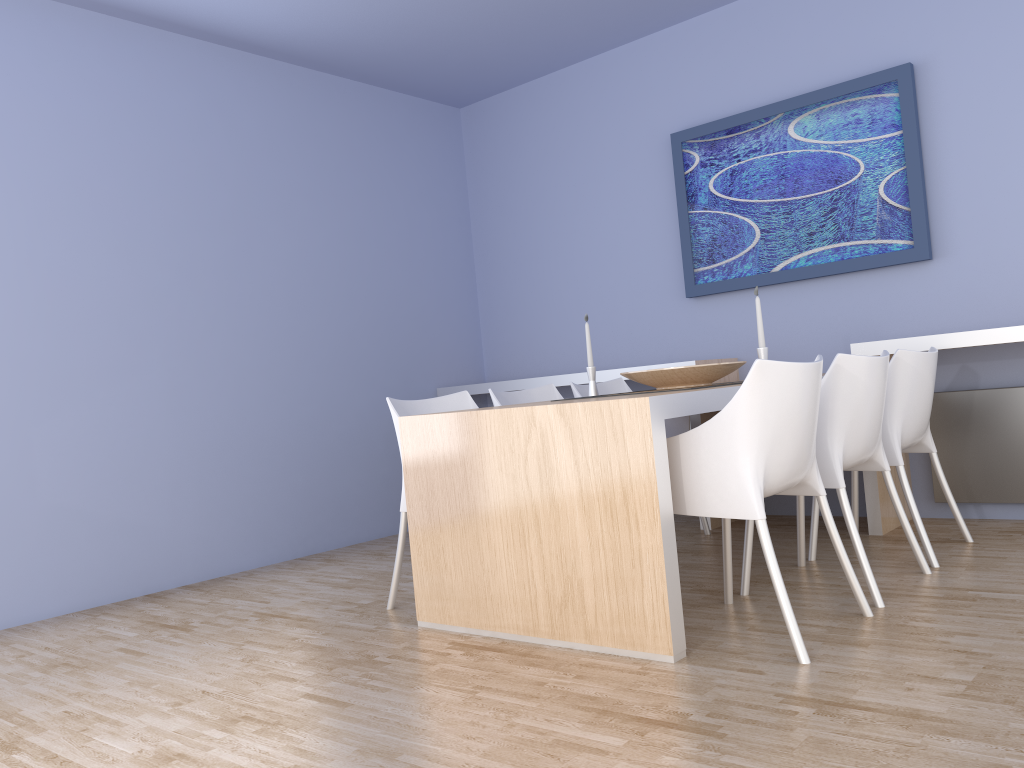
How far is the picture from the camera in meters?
4.1 m

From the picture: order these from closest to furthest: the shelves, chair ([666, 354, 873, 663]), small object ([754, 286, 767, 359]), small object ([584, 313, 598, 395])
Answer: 1. chair ([666, 354, 873, 663])
2. small object ([754, 286, 767, 359])
3. the shelves
4. small object ([584, 313, 598, 395])

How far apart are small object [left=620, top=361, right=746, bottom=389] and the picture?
1.26m

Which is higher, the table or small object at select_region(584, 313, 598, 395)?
small object at select_region(584, 313, 598, 395)

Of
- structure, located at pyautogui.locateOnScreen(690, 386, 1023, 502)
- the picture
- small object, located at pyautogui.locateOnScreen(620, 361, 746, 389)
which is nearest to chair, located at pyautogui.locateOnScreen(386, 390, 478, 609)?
small object, located at pyautogui.locateOnScreen(620, 361, 746, 389)

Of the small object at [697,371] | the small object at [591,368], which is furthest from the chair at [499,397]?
the small object at [697,371]

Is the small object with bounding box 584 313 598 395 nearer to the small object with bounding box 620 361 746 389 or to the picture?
the small object with bounding box 620 361 746 389

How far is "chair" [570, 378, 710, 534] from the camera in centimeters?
429cm

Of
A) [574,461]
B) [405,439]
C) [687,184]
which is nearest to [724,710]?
[574,461]

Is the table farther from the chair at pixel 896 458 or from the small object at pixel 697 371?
the chair at pixel 896 458
